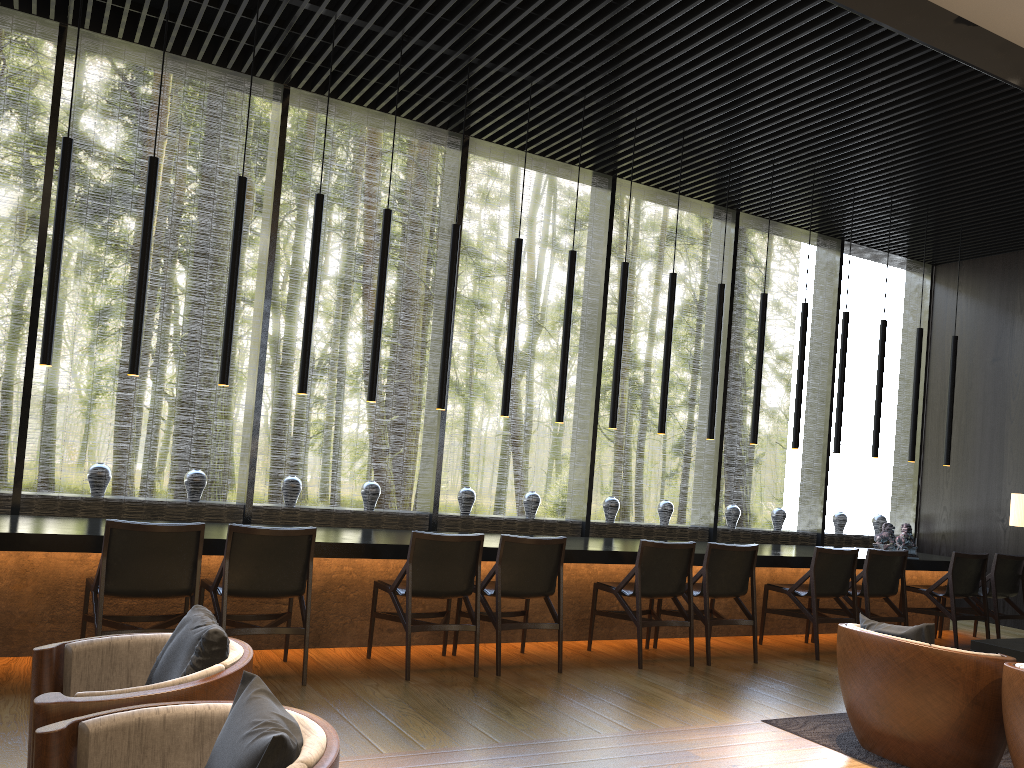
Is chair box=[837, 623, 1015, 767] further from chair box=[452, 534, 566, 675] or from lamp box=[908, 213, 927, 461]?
lamp box=[908, 213, 927, 461]

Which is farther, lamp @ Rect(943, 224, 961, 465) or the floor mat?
lamp @ Rect(943, 224, 961, 465)

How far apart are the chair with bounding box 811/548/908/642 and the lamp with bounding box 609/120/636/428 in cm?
222

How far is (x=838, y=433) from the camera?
7.8 meters

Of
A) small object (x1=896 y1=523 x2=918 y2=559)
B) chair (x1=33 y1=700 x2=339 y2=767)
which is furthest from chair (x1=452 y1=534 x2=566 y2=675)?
small object (x1=896 y1=523 x2=918 y2=559)

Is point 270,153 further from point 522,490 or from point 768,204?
point 522,490

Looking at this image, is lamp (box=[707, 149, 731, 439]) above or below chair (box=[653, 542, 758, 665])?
above

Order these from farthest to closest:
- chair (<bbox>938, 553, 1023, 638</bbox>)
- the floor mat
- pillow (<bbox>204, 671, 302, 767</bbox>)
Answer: chair (<bbox>938, 553, 1023, 638</bbox>), the floor mat, pillow (<bbox>204, 671, 302, 767</bbox>)

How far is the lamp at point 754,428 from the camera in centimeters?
732cm

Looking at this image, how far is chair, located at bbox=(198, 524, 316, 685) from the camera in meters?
4.5
